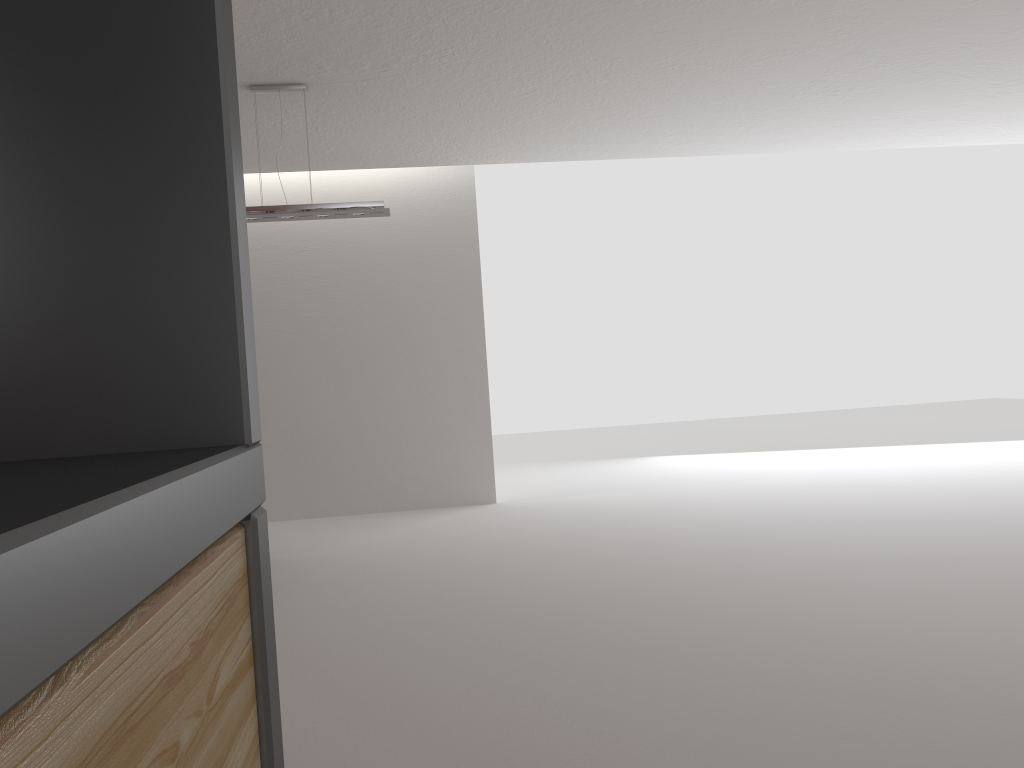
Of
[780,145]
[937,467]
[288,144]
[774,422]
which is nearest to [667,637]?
[288,144]

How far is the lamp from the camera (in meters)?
8.10

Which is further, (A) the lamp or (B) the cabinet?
(A) the lamp

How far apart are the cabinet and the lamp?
7.7m

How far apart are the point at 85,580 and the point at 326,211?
8.1 meters

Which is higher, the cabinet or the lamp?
the lamp

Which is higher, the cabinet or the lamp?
the lamp

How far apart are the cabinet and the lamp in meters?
7.7 m

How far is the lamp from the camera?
8.1 meters

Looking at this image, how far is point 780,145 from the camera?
11.8m
